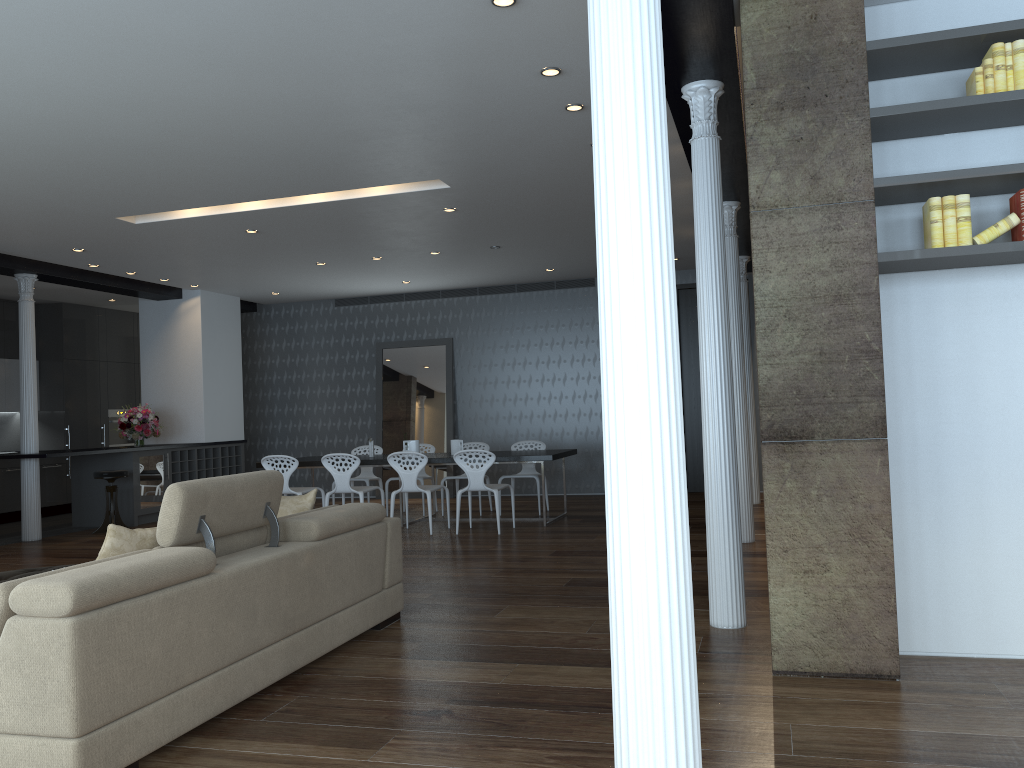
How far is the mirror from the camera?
12.75m

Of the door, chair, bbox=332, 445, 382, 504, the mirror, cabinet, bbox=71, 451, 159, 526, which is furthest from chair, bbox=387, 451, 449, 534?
the door

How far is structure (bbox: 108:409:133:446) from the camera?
13.4m

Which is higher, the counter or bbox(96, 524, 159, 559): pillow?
the counter

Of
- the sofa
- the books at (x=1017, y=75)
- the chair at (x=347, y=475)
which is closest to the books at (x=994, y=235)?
the books at (x=1017, y=75)

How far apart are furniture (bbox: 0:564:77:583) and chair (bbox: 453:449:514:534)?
4.1 meters

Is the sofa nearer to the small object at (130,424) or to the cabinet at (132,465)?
the cabinet at (132,465)

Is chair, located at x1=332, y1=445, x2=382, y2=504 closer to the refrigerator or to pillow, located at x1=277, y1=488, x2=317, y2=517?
the refrigerator

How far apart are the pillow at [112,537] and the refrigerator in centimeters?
768cm

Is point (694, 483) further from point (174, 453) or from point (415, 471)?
point (174, 453)
